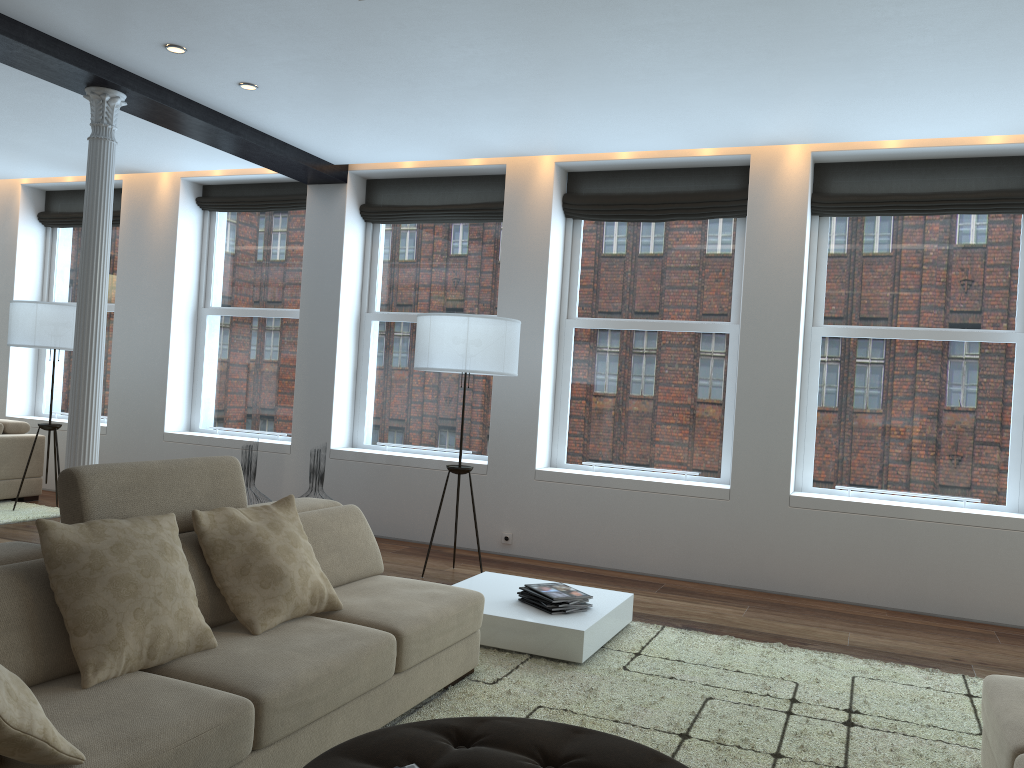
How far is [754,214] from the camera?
6.1 meters

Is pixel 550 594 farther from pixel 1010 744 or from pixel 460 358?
pixel 1010 744

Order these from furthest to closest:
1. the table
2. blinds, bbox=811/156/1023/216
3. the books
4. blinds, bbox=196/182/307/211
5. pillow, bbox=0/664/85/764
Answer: blinds, bbox=196/182/307/211 < blinds, bbox=811/156/1023/216 < the books < the table < pillow, bbox=0/664/85/764

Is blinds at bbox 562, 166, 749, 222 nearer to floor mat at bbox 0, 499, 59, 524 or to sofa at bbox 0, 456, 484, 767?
sofa at bbox 0, 456, 484, 767

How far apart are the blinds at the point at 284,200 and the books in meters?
4.6

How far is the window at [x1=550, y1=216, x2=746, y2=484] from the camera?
6.5 meters

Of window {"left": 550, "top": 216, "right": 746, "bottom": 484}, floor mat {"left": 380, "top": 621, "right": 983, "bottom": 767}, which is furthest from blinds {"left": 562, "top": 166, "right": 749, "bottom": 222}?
floor mat {"left": 380, "top": 621, "right": 983, "bottom": 767}

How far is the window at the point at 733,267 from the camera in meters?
6.5 m

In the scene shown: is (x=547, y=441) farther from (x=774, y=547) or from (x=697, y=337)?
(x=774, y=547)

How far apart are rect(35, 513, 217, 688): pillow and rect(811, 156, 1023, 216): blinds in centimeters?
488cm
